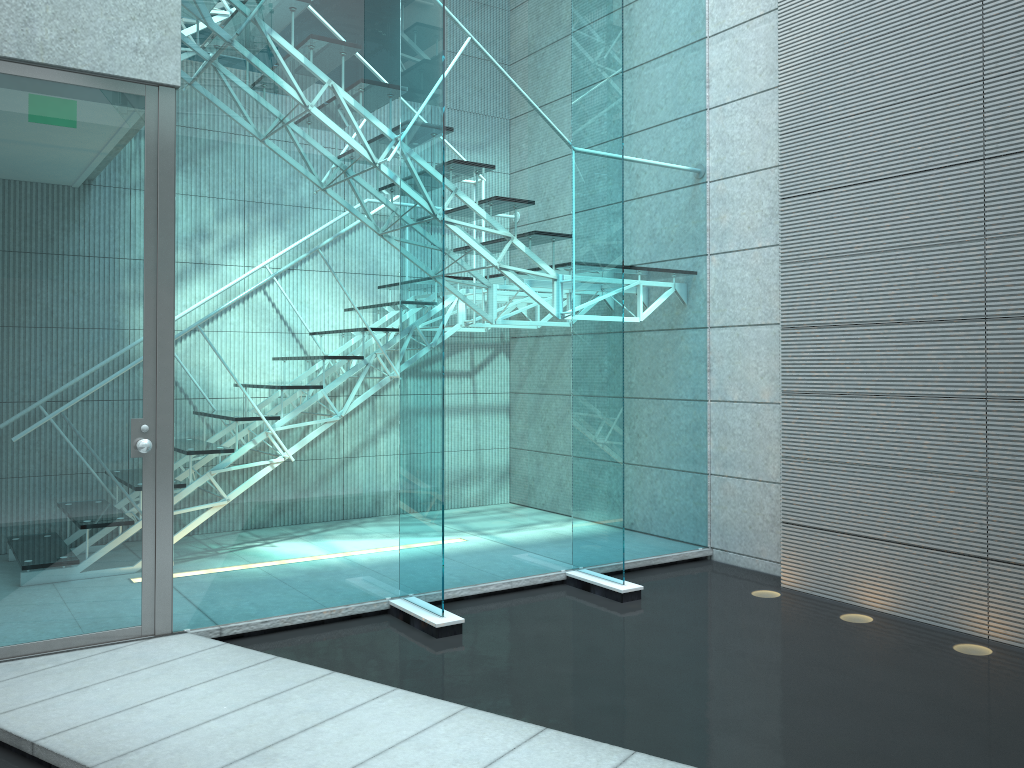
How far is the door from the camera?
3.0 meters

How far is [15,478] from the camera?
3.0m

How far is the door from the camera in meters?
3.0

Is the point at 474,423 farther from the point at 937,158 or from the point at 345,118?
the point at 937,158

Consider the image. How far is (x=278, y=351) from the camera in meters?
3.5 m
